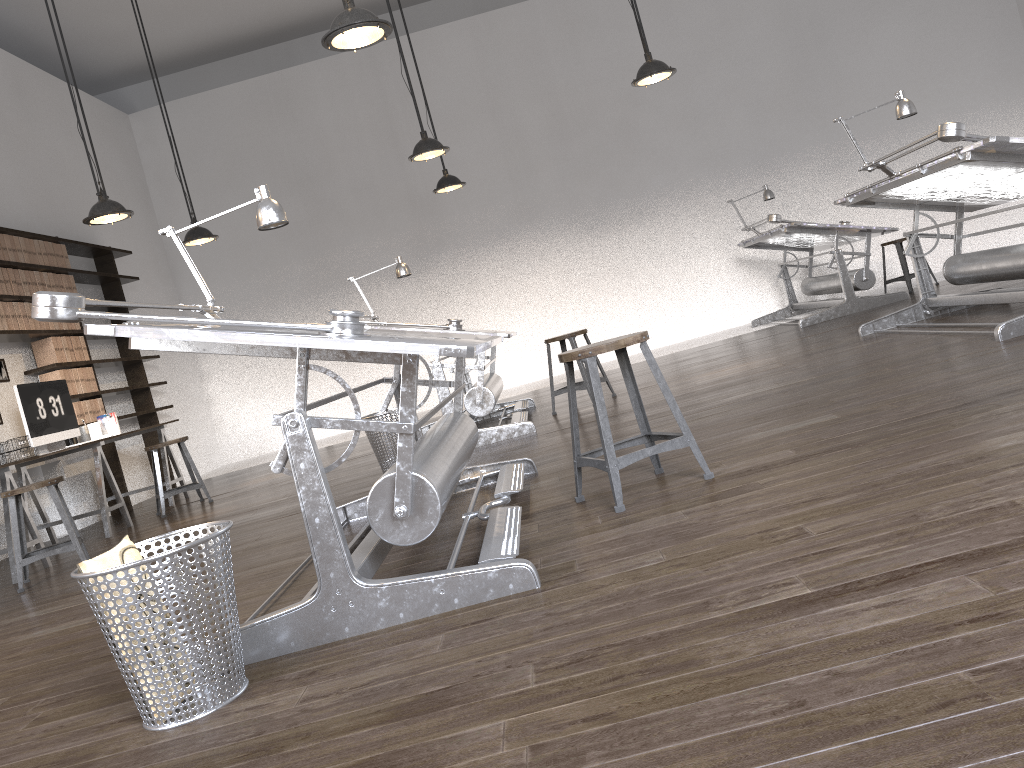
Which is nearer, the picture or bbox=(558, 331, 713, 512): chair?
bbox=(558, 331, 713, 512): chair

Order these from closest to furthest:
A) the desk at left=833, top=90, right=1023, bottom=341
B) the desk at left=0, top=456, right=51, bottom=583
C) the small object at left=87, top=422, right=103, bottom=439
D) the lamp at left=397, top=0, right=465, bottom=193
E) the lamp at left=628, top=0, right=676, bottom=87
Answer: the desk at left=833, top=90, right=1023, bottom=341 < the desk at left=0, top=456, right=51, bottom=583 < the lamp at left=628, top=0, right=676, bottom=87 < the small object at left=87, top=422, right=103, bottom=439 < the lamp at left=397, top=0, right=465, bottom=193

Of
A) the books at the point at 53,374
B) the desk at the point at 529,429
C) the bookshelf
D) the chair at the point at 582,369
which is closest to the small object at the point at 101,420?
the bookshelf

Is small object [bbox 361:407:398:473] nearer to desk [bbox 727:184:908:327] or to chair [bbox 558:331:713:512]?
chair [bbox 558:331:713:512]

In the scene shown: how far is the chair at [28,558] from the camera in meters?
4.7 m

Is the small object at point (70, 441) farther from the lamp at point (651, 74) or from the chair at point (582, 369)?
the lamp at point (651, 74)

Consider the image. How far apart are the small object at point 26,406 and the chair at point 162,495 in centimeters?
67cm

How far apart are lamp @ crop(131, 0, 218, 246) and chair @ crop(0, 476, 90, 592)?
2.7m

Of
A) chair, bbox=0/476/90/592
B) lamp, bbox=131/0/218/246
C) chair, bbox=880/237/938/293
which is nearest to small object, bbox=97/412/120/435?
lamp, bbox=131/0/218/246

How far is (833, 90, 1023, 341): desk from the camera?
4.02m
